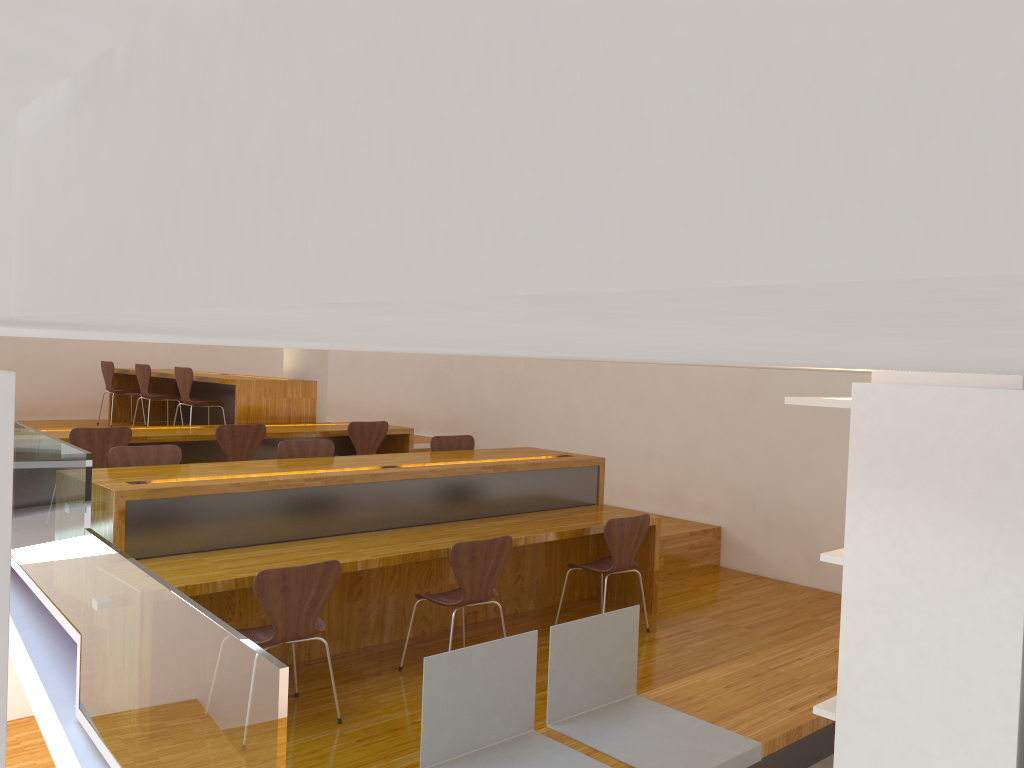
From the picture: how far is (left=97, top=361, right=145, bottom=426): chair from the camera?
9.3 meters

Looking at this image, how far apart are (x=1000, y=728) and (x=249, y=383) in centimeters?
678cm

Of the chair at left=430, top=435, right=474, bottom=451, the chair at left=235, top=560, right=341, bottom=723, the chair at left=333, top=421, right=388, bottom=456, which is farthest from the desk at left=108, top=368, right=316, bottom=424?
the chair at left=235, top=560, right=341, bottom=723

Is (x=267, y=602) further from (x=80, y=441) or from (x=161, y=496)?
(x=80, y=441)

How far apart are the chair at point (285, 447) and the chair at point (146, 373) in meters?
3.7

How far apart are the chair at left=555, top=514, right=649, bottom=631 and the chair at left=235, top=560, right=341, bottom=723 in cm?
172

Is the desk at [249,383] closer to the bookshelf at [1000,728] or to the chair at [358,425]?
the chair at [358,425]

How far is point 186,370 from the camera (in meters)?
7.77

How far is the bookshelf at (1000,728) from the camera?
1.63m

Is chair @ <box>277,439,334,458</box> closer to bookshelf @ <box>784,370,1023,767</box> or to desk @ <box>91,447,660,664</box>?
desk @ <box>91,447,660,664</box>
